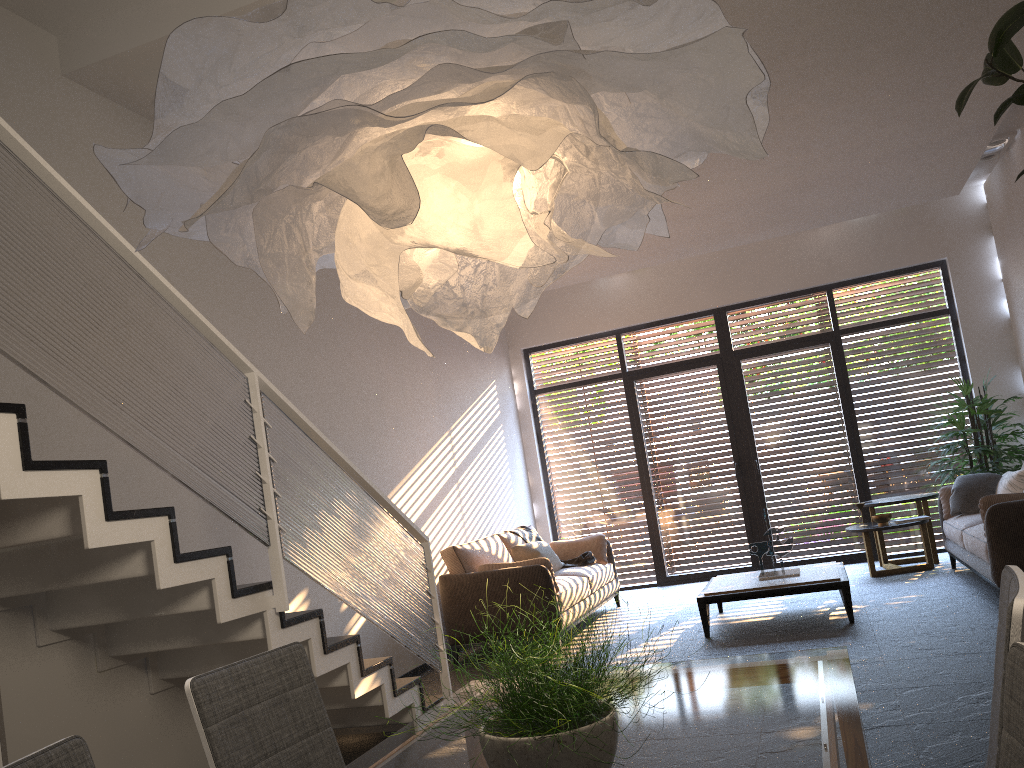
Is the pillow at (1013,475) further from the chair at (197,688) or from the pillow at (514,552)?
the chair at (197,688)

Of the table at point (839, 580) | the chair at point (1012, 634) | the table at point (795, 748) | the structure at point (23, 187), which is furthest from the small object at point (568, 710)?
the table at point (839, 580)

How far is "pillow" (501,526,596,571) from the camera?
7.8 meters

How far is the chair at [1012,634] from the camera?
1.36m

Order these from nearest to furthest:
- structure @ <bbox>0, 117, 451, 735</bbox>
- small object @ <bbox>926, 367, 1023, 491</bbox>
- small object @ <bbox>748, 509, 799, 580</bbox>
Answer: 1. structure @ <bbox>0, 117, 451, 735</bbox>
2. small object @ <bbox>748, 509, 799, 580</bbox>
3. small object @ <bbox>926, 367, 1023, 491</bbox>

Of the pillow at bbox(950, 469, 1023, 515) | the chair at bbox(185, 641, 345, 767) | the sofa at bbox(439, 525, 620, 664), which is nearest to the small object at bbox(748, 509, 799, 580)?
the sofa at bbox(439, 525, 620, 664)

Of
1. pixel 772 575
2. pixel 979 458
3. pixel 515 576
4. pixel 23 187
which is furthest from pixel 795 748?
pixel 979 458

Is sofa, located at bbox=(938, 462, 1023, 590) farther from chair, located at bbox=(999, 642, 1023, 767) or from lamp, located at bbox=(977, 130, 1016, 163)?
chair, located at bbox=(999, 642, 1023, 767)

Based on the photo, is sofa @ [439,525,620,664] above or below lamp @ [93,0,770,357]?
below

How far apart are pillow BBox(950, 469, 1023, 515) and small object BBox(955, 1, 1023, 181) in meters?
3.9
